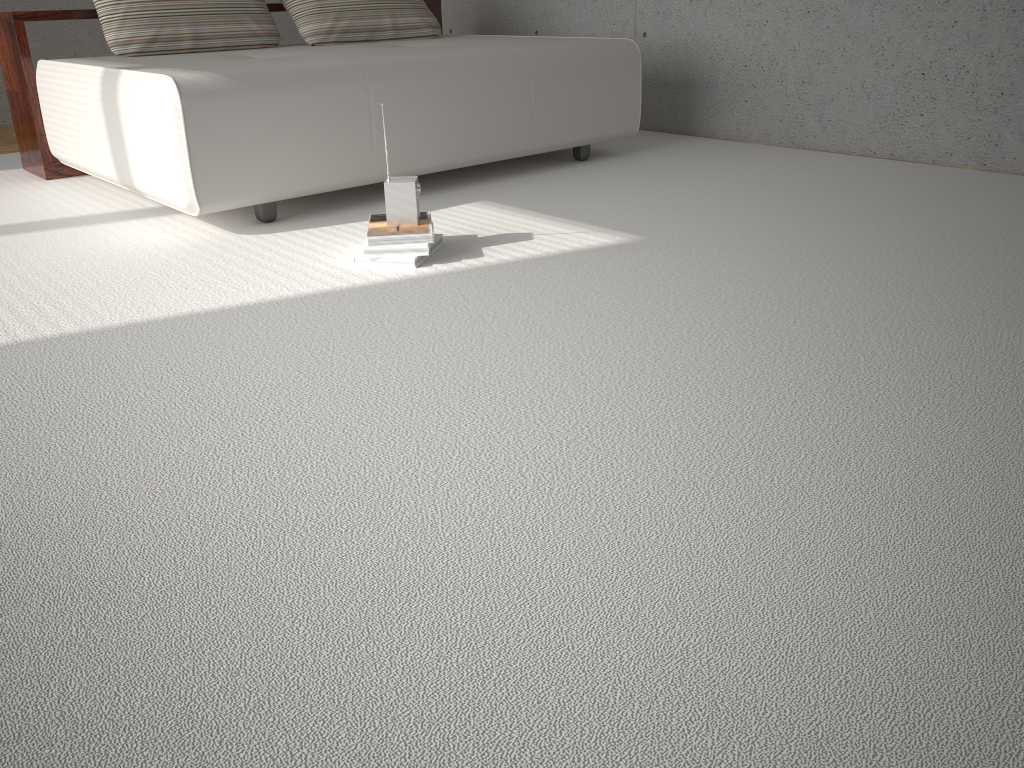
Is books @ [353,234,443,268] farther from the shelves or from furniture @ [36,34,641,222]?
the shelves

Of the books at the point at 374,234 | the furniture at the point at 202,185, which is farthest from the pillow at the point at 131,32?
the books at the point at 374,234

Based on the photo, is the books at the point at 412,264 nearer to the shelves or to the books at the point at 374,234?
the books at the point at 374,234

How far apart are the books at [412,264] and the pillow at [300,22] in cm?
194

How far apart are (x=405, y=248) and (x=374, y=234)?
0.1 meters

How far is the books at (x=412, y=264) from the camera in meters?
2.5 m

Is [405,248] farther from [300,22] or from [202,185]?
[300,22]

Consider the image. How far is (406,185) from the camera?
2.5 meters

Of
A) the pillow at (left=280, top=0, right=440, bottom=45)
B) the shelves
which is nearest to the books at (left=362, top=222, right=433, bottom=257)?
the pillow at (left=280, top=0, right=440, bottom=45)

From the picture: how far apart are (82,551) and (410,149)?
2.26m
